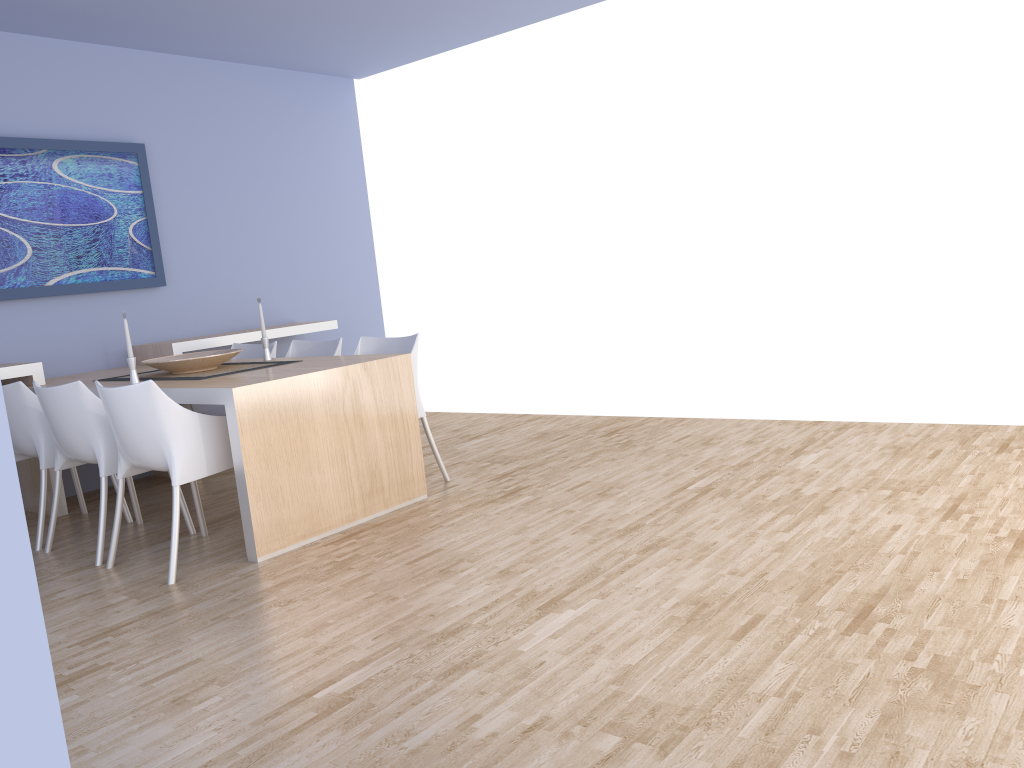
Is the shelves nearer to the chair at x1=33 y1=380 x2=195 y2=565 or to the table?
the table

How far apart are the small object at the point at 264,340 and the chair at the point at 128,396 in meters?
1.0

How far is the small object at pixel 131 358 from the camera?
4.2m

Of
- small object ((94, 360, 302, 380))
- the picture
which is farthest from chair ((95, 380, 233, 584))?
the picture

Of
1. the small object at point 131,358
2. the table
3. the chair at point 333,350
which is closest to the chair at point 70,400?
the table

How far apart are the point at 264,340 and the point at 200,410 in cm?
90

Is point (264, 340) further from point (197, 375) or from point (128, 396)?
point (128, 396)

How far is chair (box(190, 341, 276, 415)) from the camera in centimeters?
535cm

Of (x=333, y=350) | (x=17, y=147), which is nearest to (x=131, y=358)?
(x=333, y=350)

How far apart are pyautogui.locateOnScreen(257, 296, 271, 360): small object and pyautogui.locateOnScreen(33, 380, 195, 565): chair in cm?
93
